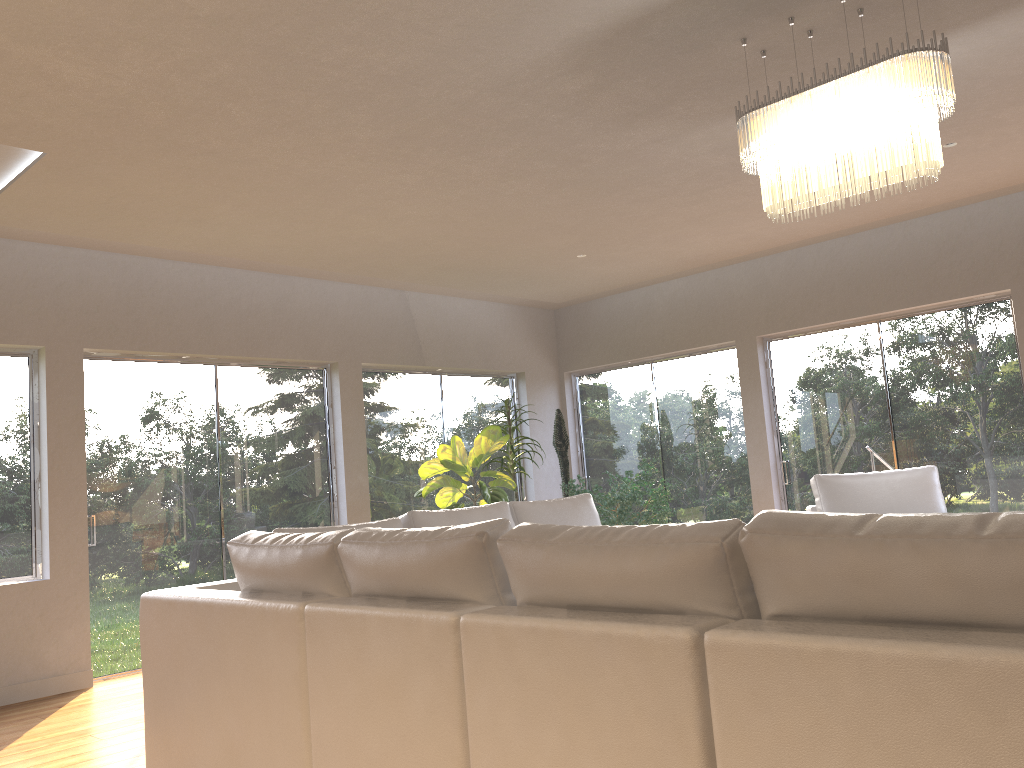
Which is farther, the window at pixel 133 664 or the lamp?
the window at pixel 133 664

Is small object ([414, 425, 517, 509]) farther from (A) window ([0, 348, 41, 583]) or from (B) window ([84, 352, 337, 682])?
(A) window ([0, 348, 41, 583])

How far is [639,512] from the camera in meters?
8.6

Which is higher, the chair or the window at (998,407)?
the window at (998,407)

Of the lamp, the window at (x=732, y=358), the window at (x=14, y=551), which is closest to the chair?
the window at (x=732, y=358)

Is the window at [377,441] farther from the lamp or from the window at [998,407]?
the lamp

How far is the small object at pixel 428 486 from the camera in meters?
7.0 m

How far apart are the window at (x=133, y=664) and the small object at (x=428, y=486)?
0.7 meters

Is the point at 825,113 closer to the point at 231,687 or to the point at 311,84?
the point at 311,84

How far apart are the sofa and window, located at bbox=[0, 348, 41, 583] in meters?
2.8
